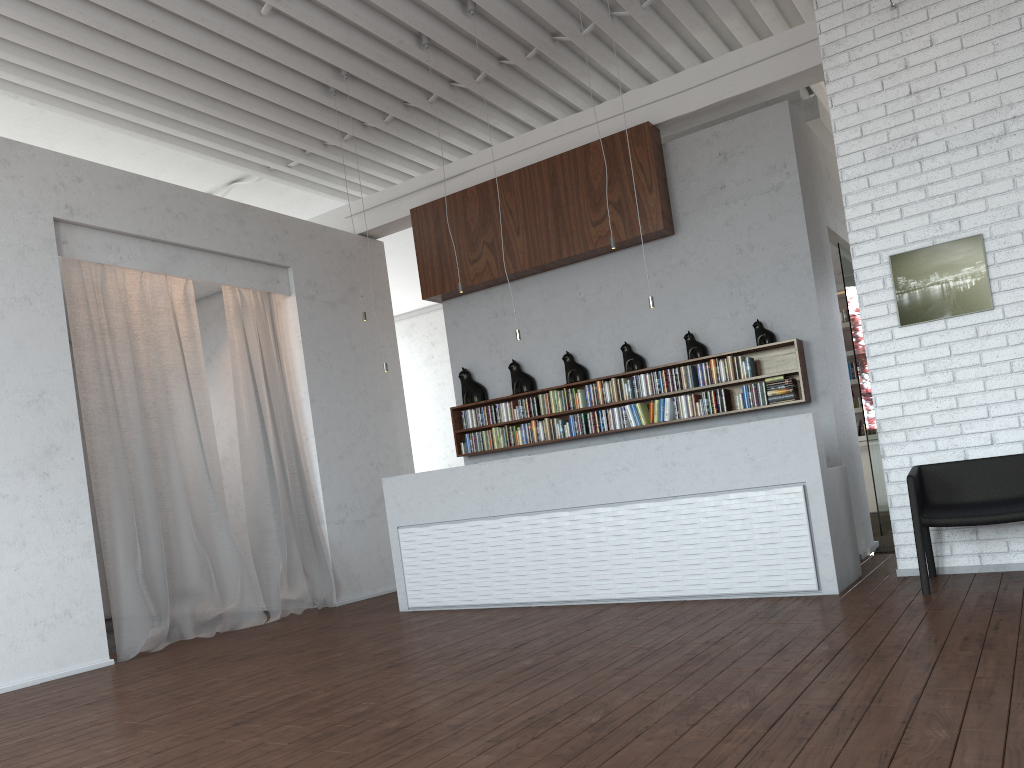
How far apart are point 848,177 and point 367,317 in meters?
5.2 m
